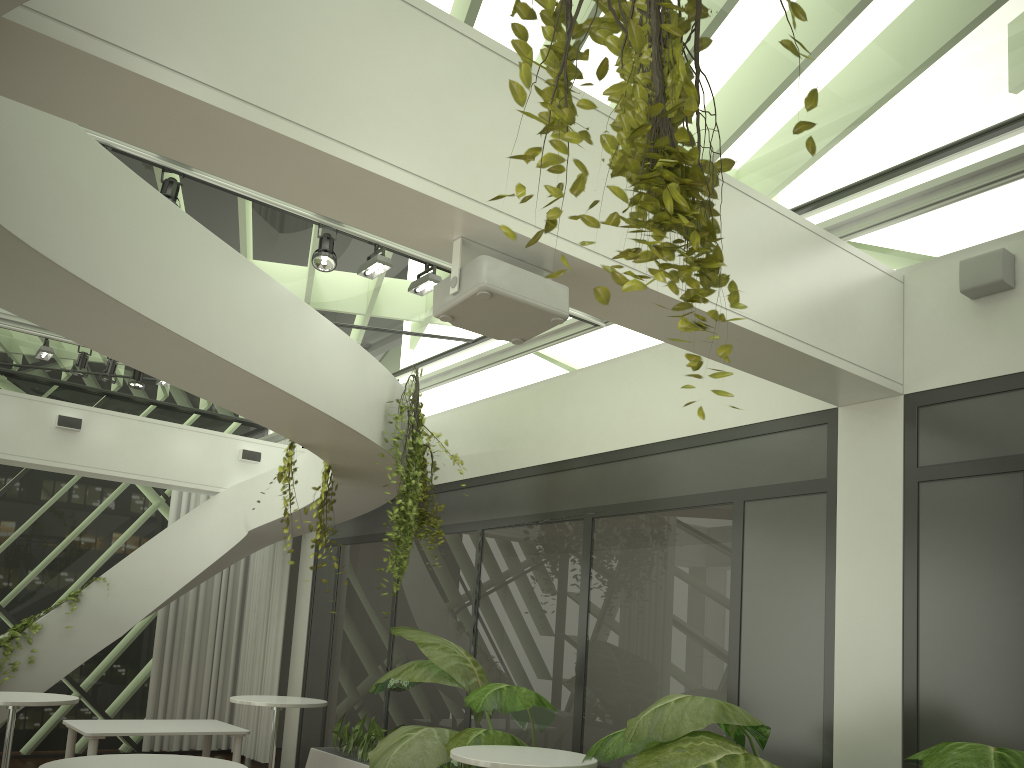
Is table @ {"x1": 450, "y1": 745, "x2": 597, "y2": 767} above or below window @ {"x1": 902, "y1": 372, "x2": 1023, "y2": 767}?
below

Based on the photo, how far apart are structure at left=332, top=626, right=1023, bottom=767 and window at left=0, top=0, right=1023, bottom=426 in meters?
2.8

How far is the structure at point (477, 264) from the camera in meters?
3.3

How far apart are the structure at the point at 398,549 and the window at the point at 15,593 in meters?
4.7

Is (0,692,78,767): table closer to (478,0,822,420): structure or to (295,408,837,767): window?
(295,408,837,767): window

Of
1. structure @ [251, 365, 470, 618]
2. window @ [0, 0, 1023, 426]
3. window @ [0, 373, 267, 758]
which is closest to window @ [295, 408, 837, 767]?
structure @ [251, 365, 470, 618]

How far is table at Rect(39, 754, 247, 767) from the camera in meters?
3.7 m

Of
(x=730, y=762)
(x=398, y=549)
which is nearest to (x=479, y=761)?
(x=730, y=762)

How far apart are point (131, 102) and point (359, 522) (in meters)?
7.55

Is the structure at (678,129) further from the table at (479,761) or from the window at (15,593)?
the window at (15,593)
